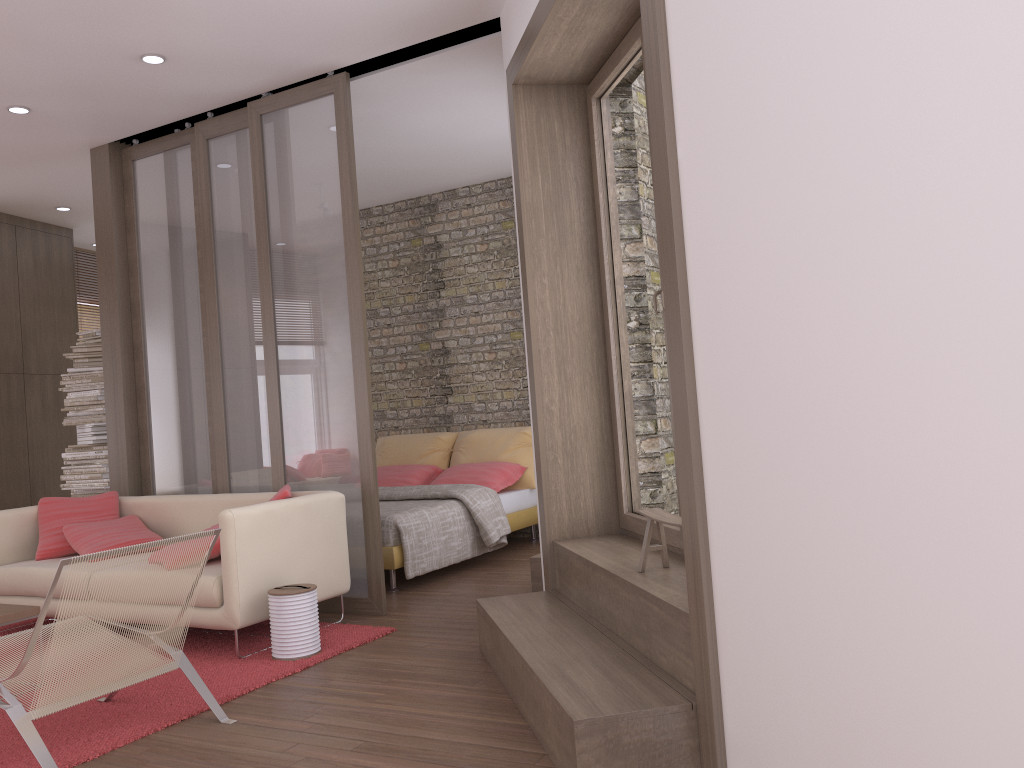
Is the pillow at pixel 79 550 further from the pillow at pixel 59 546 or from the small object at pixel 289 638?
Result: the small object at pixel 289 638

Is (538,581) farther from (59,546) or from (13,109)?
(13,109)

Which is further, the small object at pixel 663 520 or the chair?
the small object at pixel 663 520

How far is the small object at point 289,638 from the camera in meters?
4.3

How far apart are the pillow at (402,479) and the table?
3.8m

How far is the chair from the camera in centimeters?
296cm

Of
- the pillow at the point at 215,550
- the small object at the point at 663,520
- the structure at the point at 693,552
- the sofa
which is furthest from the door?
the pillow at the point at 215,550

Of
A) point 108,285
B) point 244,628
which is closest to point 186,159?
point 108,285

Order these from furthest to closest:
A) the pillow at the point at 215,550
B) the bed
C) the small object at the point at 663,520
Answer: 1. the bed
2. the pillow at the point at 215,550
3. the small object at the point at 663,520

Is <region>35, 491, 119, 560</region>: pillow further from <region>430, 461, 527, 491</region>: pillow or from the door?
the door
